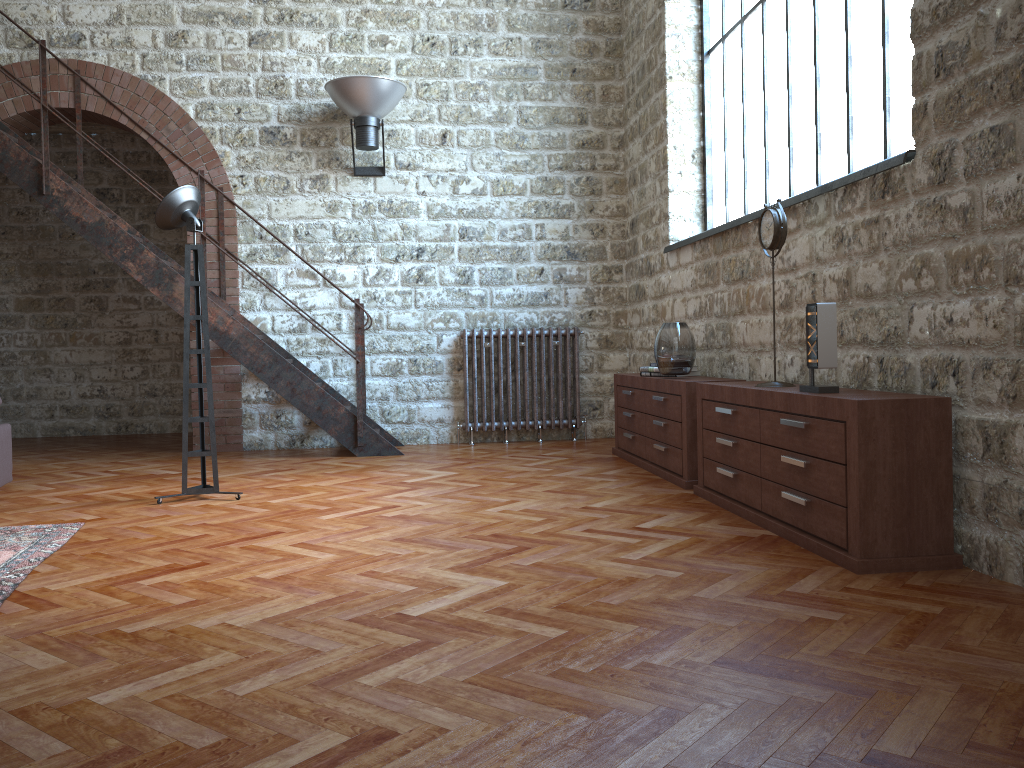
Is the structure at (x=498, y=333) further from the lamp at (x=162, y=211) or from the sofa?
the sofa

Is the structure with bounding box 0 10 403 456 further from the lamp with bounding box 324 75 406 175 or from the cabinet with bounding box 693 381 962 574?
the cabinet with bounding box 693 381 962 574

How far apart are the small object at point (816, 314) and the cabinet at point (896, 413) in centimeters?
6cm

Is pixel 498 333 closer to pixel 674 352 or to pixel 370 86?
pixel 370 86

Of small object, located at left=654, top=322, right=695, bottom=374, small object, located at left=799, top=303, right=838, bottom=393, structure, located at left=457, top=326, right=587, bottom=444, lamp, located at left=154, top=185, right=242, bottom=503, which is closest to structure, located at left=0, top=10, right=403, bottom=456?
structure, located at left=457, top=326, right=587, bottom=444

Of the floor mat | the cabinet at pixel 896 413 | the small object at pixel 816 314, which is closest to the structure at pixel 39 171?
the floor mat

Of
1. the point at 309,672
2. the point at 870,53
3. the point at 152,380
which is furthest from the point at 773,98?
the point at 152,380

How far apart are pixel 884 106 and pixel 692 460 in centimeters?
204cm

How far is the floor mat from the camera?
3.3m

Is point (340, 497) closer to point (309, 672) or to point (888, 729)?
point (309, 672)
